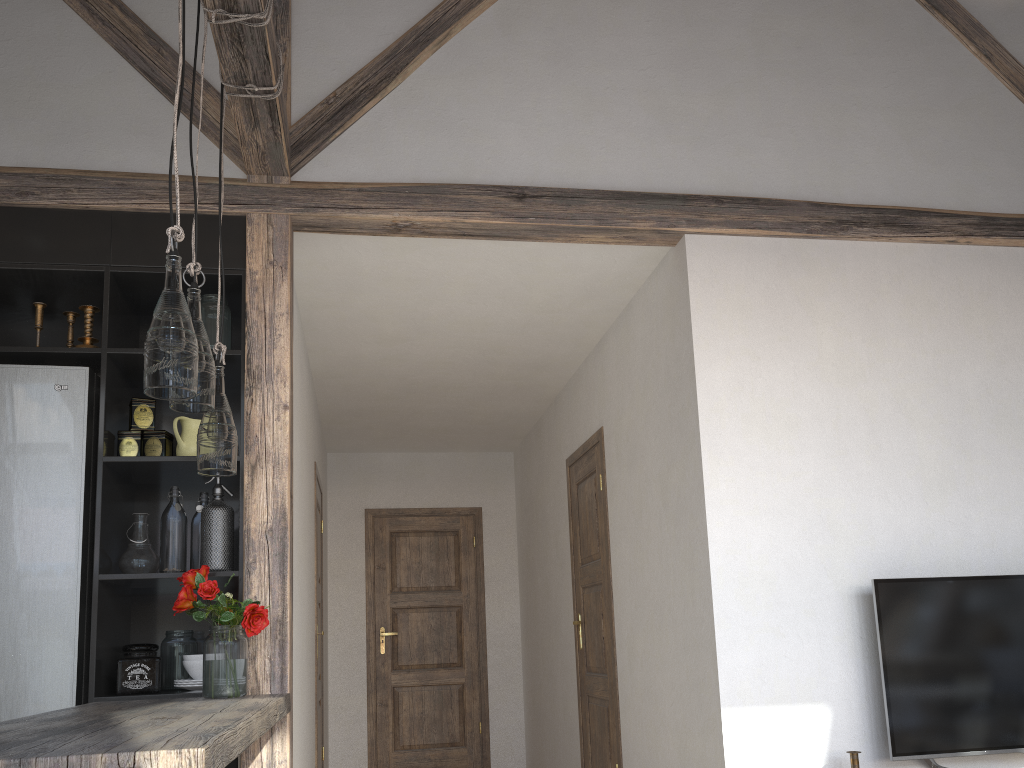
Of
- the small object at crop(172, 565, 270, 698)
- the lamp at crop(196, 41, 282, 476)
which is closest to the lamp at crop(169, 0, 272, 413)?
the lamp at crop(196, 41, 282, 476)

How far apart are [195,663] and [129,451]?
0.74m

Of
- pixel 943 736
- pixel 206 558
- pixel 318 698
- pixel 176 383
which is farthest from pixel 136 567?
pixel 943 736

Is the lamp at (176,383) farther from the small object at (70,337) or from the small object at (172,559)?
the small object at (70,337)

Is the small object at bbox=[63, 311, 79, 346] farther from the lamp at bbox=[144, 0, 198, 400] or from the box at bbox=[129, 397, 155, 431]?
the lamp at bbox=[144, 0, 198, 400]

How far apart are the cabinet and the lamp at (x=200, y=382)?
0.8 meters

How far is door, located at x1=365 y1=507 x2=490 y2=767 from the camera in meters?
6.5 m

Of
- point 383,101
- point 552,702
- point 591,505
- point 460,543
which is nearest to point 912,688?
point 591,505

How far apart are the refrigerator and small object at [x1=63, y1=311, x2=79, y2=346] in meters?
0.2

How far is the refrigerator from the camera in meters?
2.7
